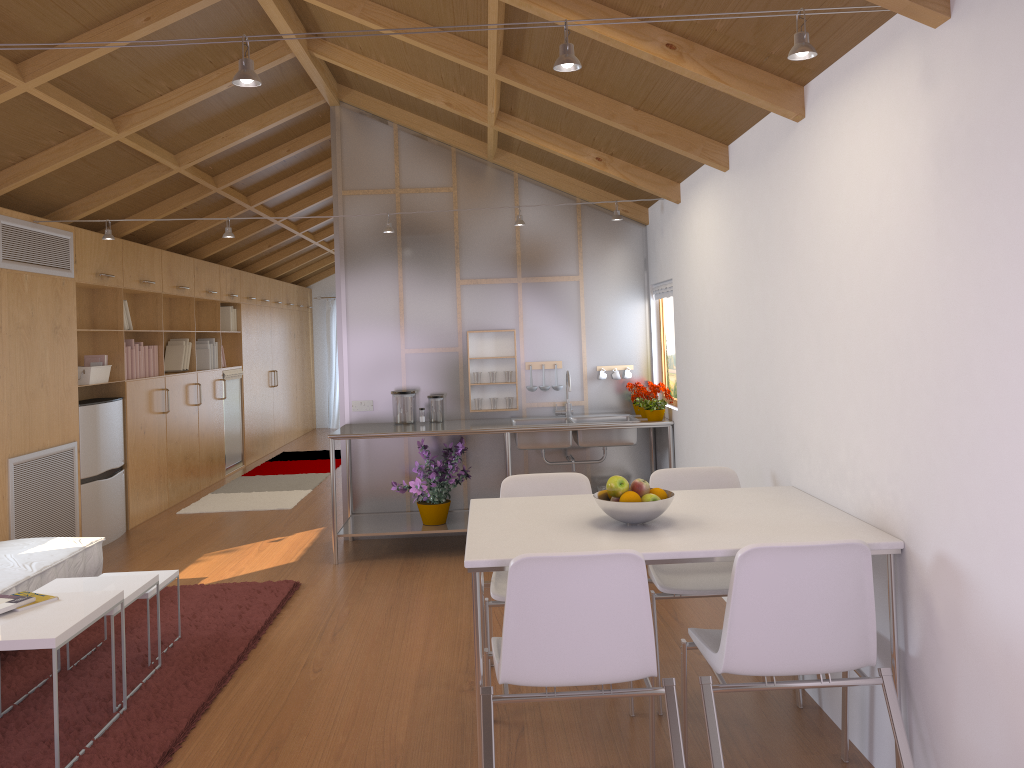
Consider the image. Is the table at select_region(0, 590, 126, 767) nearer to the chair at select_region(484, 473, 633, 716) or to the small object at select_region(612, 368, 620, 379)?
the chair at select_region(484, 473, 633, 716)

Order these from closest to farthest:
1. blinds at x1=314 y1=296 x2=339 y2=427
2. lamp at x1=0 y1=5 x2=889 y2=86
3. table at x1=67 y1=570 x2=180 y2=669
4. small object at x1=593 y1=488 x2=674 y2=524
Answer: lamp at x1=0 y1=5 x2=889 y2=86 < small object at x1=593 y1=488 x2=674 y2=524 < table at x1=67 y1=570 x2=180 y2=669 < blinds at x1=314 y1=296 x2=339 y2=427

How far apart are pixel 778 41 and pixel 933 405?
1.2 meters

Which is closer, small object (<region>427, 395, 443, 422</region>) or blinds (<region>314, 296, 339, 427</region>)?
small object (<region>427, 395, 443, 422</region>)

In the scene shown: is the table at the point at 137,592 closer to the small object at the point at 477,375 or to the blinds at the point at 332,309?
the small object at the point at 477,375

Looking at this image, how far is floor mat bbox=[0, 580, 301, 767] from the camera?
3.0 meters

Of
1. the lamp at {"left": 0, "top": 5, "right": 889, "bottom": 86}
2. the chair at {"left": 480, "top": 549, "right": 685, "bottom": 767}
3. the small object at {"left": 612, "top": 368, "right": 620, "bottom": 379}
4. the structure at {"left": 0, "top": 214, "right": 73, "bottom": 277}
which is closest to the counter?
the small object at {"left": 612, "top": 368, "right": 620, "bottom": 379}

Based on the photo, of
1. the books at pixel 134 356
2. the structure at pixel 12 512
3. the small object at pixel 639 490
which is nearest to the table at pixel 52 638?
the small object at pixel 639 490

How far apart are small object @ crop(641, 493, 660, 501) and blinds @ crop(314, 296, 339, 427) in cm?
1132

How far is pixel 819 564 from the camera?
2.34m
